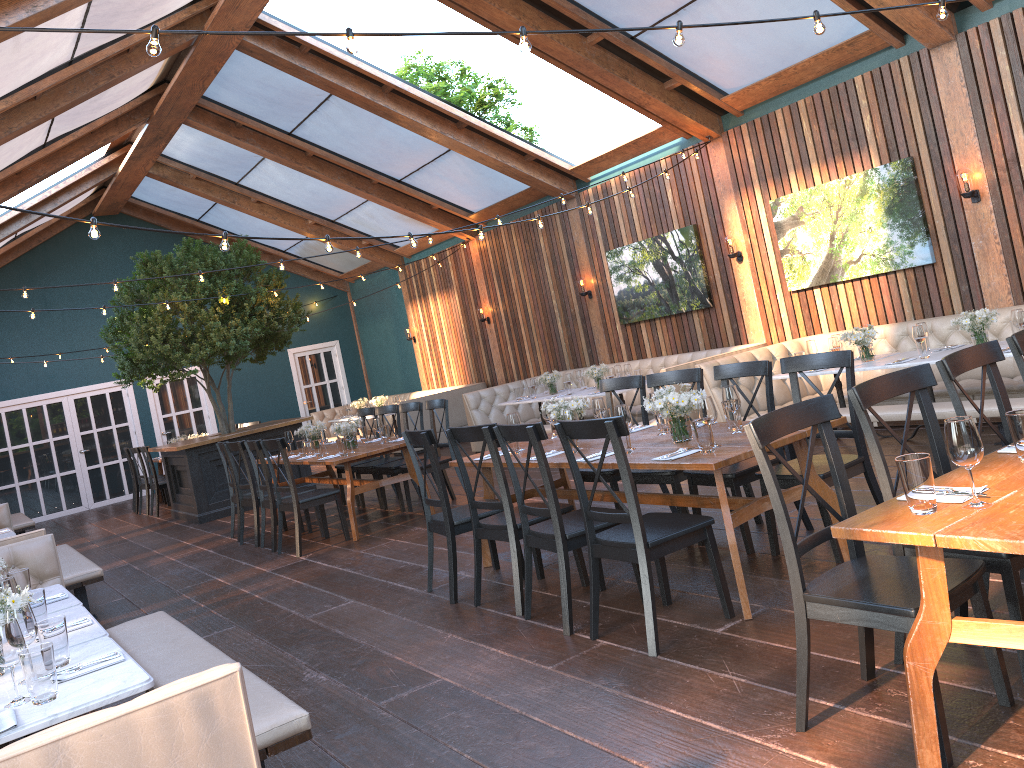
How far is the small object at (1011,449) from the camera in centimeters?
297cm

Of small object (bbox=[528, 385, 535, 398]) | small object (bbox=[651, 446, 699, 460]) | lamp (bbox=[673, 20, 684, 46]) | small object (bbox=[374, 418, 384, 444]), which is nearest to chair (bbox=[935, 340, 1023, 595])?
small object (bbox=[651, 446, 699, 460])

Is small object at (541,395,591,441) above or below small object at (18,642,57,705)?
above

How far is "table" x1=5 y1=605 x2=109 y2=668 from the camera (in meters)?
3.34

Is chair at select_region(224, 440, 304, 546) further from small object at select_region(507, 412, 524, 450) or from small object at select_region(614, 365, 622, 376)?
small object at select_region(614, 365, 622, 376)

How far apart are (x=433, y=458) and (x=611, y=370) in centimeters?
489cm

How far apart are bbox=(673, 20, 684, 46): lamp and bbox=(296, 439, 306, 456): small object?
6.0 meters

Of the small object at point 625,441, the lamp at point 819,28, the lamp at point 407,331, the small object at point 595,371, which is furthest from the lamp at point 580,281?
the lamp at point 819,28

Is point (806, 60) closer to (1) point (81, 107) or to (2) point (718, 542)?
(2) point (718, 542)

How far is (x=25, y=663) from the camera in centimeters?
260cm
